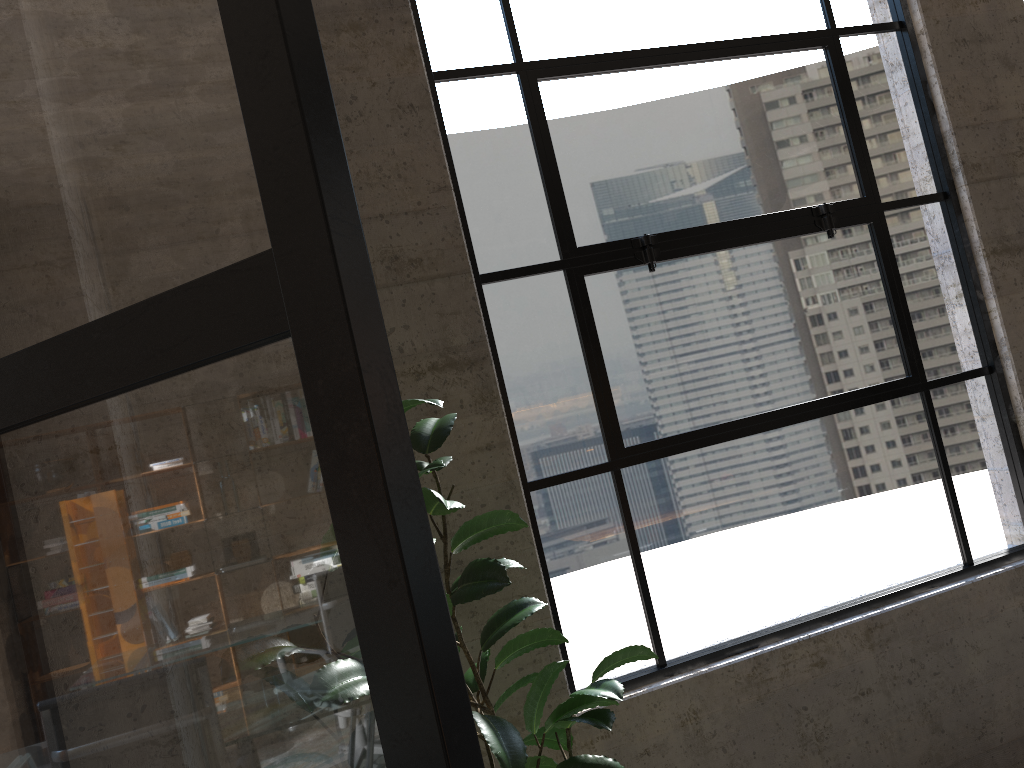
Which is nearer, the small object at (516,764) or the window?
the small object at (516,764)

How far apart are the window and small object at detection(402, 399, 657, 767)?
0.46m

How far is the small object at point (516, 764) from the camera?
1.7 meters

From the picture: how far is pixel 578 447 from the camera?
2.6 meters

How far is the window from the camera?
2.6 meters

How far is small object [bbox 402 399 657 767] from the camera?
1.69m

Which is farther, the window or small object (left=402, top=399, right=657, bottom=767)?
the window

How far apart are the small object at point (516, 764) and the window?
0.5 meters

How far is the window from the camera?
2.6m
